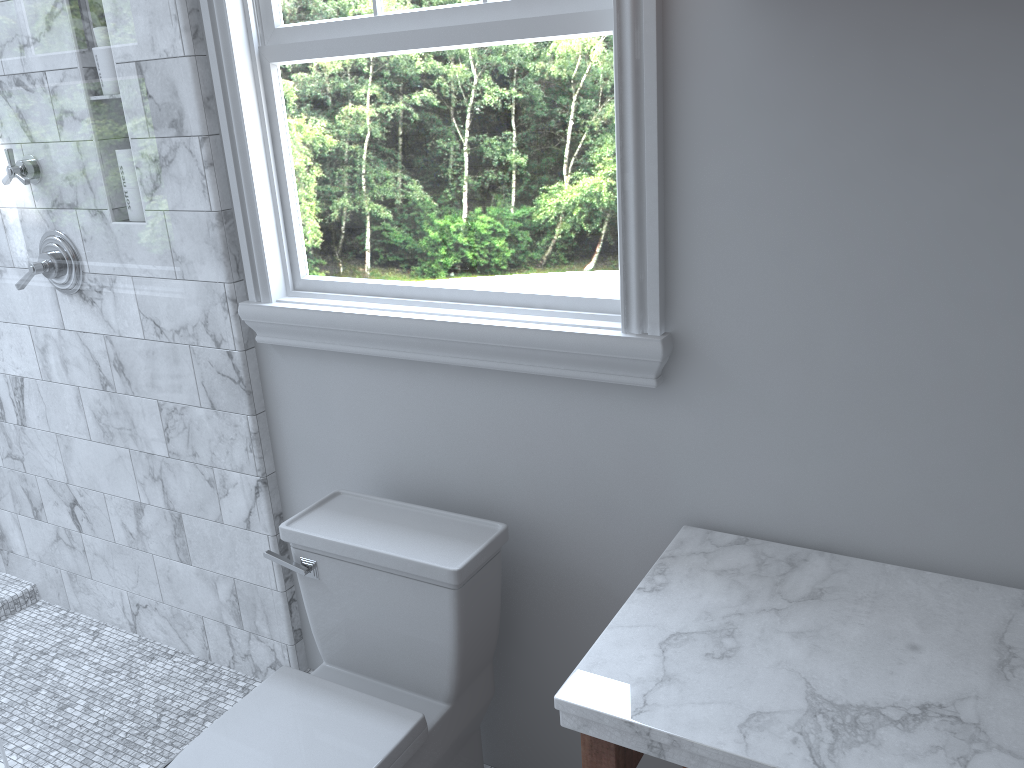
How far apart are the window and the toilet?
0.3m

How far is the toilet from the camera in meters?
1.6 m

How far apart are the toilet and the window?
0.3m

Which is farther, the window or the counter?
the window

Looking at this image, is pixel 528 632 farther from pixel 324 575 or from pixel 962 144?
pixel 962 144

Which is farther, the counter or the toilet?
the toilet

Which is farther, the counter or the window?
the window

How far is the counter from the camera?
1.11m

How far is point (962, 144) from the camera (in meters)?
1.25

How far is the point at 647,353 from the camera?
1.5m
